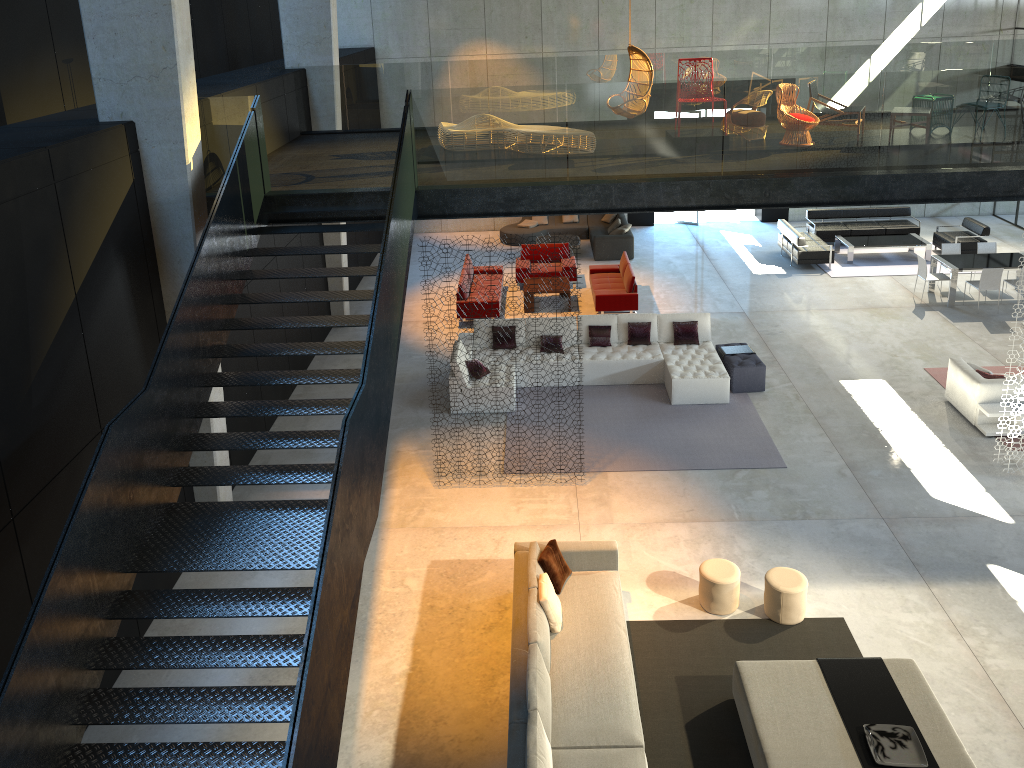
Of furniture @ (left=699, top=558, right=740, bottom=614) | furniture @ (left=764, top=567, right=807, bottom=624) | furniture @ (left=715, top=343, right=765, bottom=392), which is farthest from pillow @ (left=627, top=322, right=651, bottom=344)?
furniture @ (left=764, top=567, right=807, bottom=624)

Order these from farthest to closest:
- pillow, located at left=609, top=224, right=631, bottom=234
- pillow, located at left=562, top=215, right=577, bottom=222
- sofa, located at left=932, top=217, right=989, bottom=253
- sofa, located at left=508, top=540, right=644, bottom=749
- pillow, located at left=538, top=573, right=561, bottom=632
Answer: pillow, located at left=562, top=215, right=577, bottom=222 → pillow, located at left=609, top=224, right=631, bottom=234 → sofa, located at left=932, top=217, right=989, bottom=253 → pillow, located at left=538, top=573, right=561, bottom=632 → sofa, located at left=508, top=540, right=644, bottom=749

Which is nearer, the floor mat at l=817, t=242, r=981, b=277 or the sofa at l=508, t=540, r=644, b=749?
the sofa at l=508, t=540, r=644, b=749

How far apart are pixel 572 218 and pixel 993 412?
12.3 meters

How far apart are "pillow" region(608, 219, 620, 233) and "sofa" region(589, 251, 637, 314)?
3.2m

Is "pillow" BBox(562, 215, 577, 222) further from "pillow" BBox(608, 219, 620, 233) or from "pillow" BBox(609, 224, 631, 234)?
"pillow" BBox(609, 224, 631, 234)

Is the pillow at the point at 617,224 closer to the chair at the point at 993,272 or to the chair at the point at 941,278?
the chair at the point at 941,278

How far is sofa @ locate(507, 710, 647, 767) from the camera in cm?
667

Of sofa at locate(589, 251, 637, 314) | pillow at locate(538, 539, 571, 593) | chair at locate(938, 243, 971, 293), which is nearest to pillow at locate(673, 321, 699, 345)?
sofa at locate(589, 251, 637, 314)

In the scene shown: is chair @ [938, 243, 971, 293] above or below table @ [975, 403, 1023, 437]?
above
